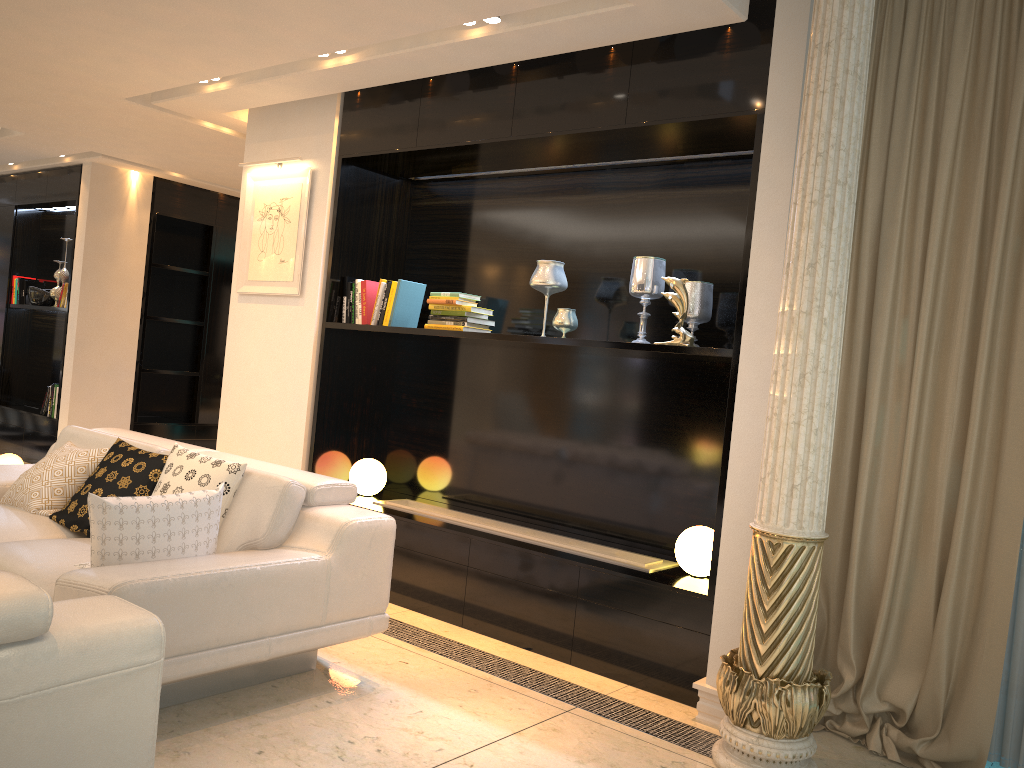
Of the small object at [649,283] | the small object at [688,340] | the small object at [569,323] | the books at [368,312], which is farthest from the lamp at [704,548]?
the books at [368,312]

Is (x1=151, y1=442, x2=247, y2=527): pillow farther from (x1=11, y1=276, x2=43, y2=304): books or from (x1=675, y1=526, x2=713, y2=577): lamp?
(x1=11, y1=276, x2=43, y2=304): books

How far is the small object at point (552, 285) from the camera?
4.24m

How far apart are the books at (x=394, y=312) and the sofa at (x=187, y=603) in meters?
1.2

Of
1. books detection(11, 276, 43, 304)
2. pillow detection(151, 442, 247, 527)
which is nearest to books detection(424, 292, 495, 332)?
pillow detection(151, 442, 247, 527)

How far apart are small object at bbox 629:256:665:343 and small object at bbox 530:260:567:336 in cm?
37

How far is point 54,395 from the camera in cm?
763

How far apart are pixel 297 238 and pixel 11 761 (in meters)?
3.77

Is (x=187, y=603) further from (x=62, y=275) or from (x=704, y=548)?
(x=62, y=275)

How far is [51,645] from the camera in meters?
1.7 m
